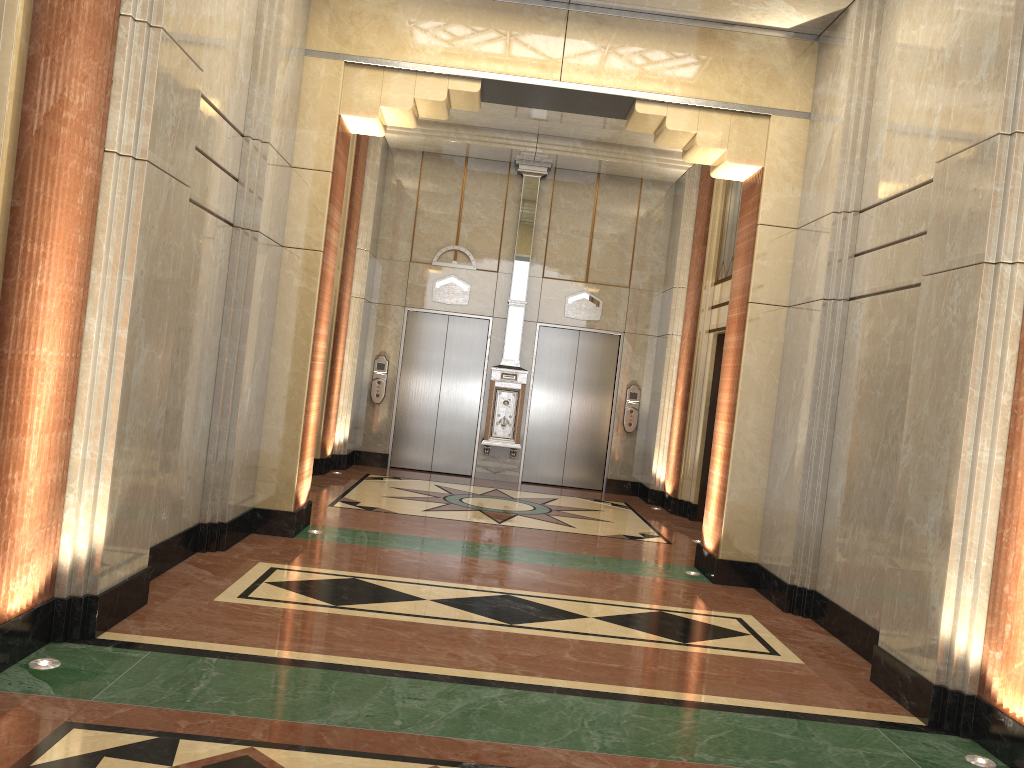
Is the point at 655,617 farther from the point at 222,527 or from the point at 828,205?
the point at 828,205

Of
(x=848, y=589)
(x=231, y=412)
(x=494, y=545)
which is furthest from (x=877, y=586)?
(x=231, y=412)
